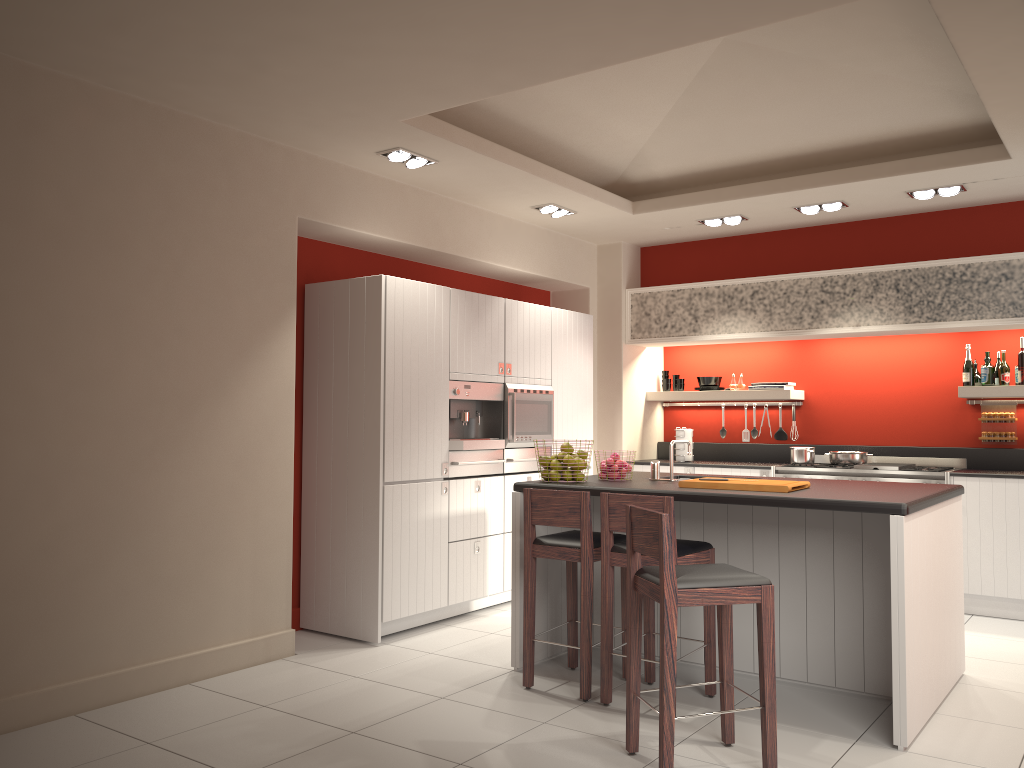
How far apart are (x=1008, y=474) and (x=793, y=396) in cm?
185

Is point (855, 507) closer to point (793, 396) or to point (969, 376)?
point (969, 376)

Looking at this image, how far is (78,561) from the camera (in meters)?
4.19

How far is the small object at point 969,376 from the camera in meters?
6.8

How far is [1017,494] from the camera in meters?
6.2 m

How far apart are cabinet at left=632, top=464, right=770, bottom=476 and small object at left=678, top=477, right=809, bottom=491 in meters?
2.7

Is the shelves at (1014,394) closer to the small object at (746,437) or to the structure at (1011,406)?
the structure at (1011,406)

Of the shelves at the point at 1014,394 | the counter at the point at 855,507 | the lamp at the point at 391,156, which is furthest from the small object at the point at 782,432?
the lamp at the point at 391,156

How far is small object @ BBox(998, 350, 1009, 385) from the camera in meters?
6.7

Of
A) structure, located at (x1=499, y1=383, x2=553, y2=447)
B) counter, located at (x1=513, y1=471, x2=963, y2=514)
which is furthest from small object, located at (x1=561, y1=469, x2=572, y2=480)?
structure, located at (x1=499, y1=383, x2=553, y2=447)
